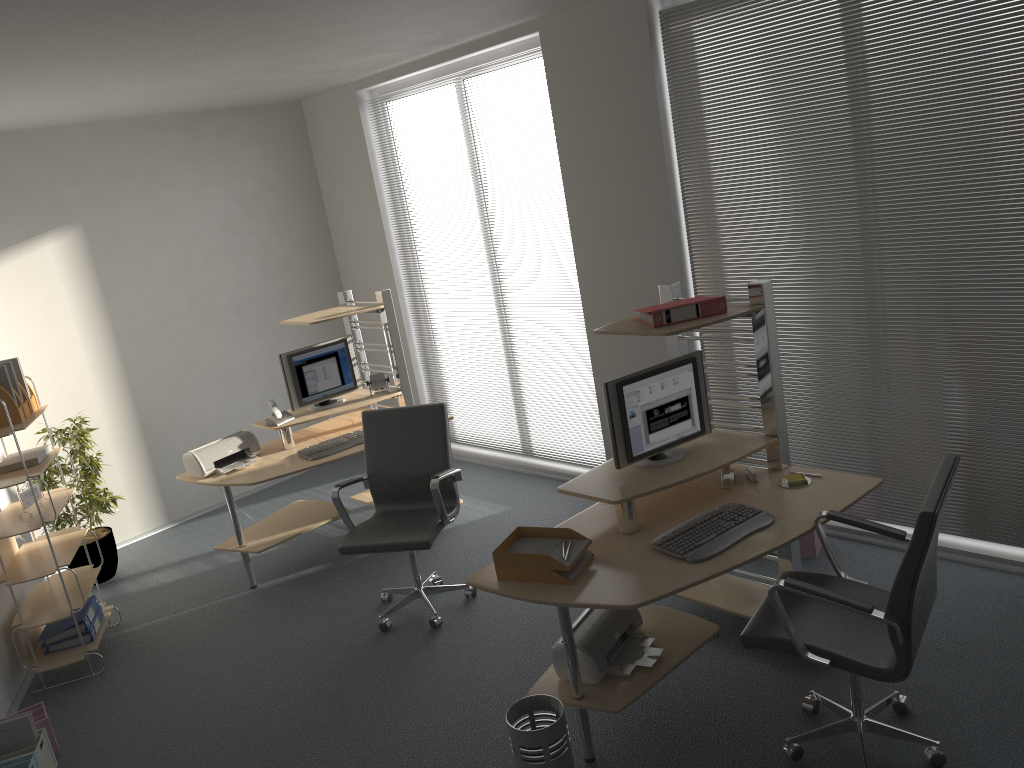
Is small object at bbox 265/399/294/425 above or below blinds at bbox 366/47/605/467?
above

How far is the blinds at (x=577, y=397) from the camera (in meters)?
6.03

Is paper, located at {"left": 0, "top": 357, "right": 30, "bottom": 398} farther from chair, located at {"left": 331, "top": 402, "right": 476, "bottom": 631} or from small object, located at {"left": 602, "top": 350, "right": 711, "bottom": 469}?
small object, located at {"left": 602, "top": 350, "right": 711, "bottom": 469}

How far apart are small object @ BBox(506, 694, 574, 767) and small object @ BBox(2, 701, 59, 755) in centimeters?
227cm

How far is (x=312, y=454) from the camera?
5.3 meters

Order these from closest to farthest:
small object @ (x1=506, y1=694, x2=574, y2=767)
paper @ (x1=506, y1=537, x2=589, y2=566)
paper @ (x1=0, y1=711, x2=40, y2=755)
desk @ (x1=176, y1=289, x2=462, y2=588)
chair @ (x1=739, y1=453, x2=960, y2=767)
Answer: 1. chair @ (x1=739, y1=453, x2=960, y2=767)
2. small object @ (x1=506, y1=694, x2=574, y2=767)
3. paper @ (x1=506, y1=537, x2=589, y2=566)
4. paper @ (x1=0, y1=711, x2=40, y2=755)
5. desk @ (x1=176, y1=289, x2=462, y2=588)

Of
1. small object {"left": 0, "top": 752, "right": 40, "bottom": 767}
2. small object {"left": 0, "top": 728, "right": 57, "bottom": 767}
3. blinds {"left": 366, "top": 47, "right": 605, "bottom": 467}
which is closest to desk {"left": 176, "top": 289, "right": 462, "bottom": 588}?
blinds {"left": 366, "top": 47, "right": 605, "bottom": 467}

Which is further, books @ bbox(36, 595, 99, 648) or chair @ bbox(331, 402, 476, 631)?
books @ bbox(36, 595, 99, 648)

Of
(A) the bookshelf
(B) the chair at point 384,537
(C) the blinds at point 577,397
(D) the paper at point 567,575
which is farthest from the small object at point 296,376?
(D) the paper at point 567,575

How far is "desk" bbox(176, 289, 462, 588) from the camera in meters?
5.2 m
